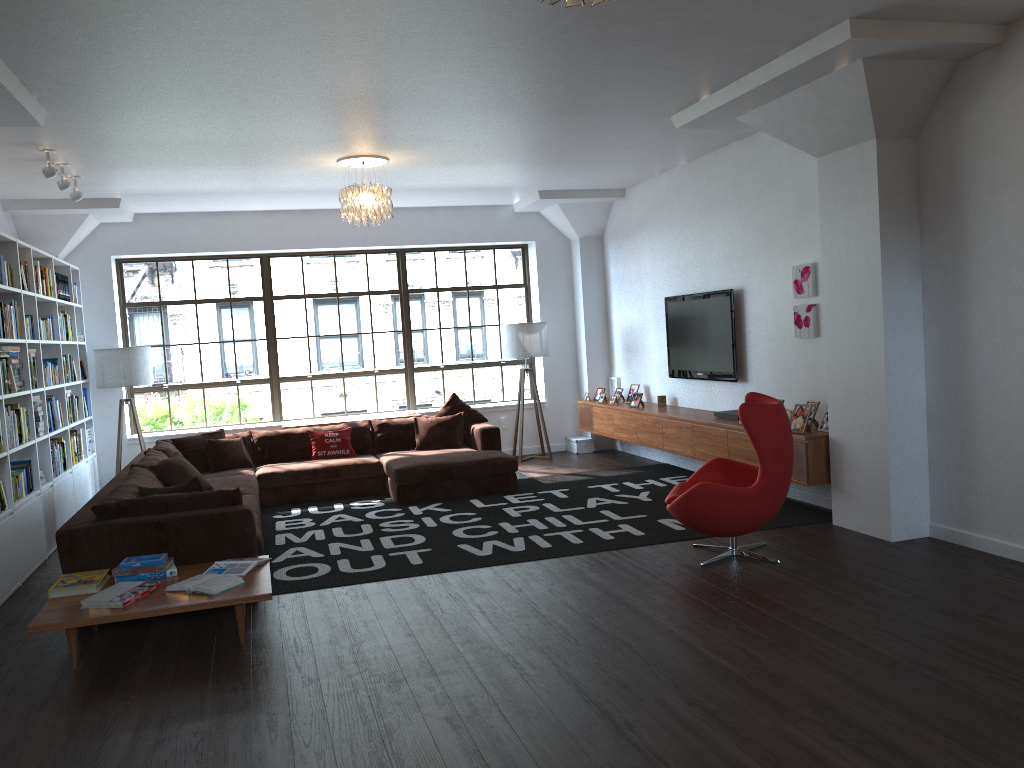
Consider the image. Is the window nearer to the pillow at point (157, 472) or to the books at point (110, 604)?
the pillow at point (157, 472)

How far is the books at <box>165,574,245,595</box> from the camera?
4.5 meters

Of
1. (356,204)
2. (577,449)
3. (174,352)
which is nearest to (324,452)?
(174,352)

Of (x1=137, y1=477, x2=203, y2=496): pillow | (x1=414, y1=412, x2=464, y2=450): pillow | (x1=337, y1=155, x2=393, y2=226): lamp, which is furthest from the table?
(x1=414, y1=412, x2=464, y2=450): pillow

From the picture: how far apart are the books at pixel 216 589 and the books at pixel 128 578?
0.3m

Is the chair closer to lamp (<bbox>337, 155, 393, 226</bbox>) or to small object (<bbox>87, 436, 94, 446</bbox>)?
lamp (<bbox>337, 155, 393, 226</bbox>)

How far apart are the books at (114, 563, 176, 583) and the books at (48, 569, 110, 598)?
0.1m

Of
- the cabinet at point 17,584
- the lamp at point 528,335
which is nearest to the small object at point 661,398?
the lamp at point 528,335

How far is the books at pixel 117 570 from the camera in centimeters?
479cm

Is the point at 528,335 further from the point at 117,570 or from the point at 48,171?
the point at 117,570
